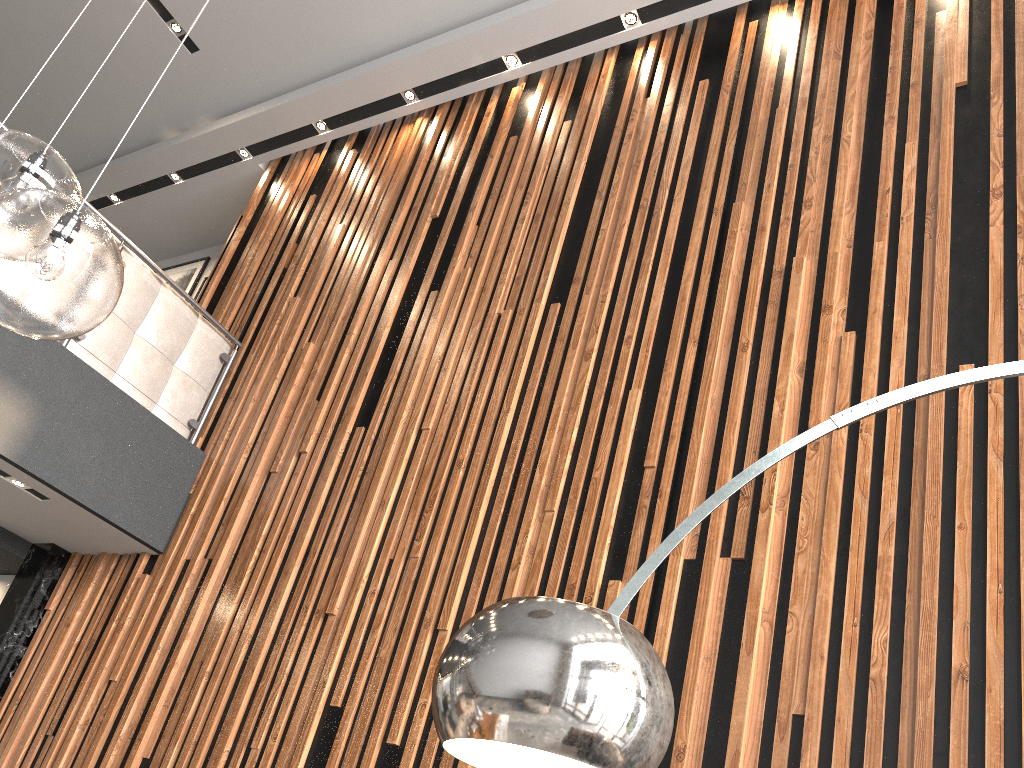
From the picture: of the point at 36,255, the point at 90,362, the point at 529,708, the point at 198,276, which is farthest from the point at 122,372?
the point at 529,708

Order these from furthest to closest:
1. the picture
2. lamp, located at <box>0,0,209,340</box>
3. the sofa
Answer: the picture, the sofa, lamp, located at <box>0,0,209,340</box>

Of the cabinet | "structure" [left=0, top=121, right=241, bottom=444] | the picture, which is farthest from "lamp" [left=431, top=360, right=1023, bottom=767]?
the picture

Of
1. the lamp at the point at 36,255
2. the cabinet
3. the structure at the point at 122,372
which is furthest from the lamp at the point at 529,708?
the cabinet

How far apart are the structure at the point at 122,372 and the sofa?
0.0 meters

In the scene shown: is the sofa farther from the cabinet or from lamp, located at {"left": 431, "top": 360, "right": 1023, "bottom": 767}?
lamp, located at {"left": 431, "top": 360, "right": 1023, "bottom": 767}

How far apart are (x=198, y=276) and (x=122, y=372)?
2.88m

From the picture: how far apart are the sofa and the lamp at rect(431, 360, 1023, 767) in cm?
380

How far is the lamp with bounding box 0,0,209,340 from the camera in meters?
1.4

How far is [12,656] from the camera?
4.5m
